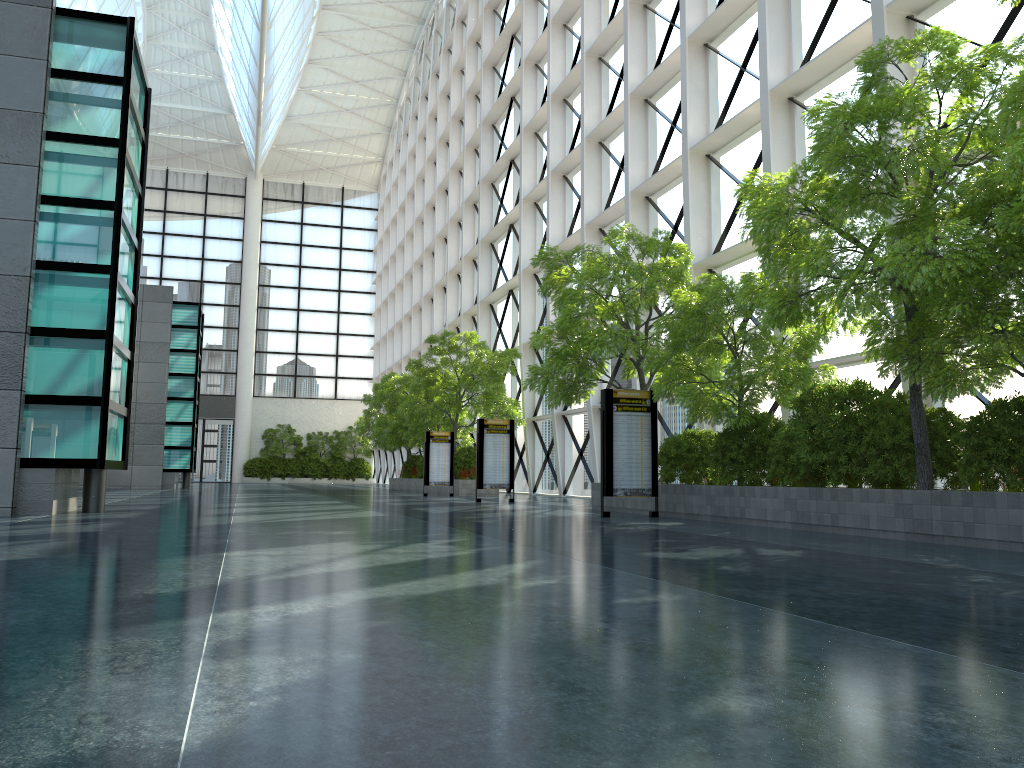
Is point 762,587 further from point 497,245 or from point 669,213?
point 497,245
